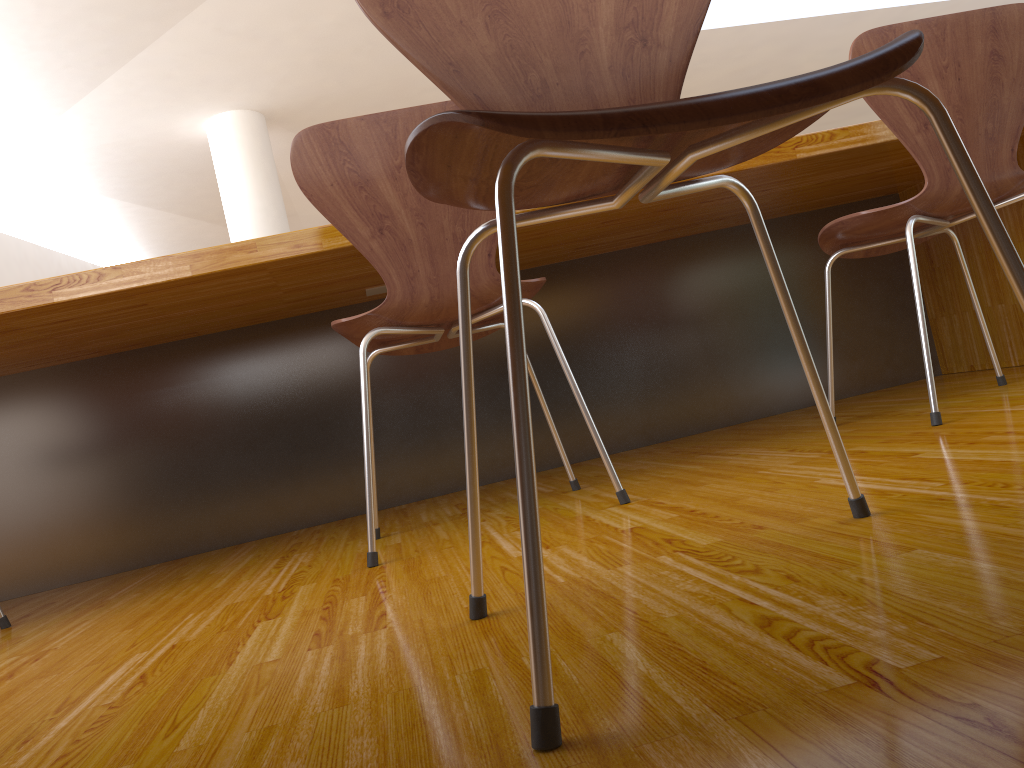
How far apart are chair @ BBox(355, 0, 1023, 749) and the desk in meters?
0.9 m

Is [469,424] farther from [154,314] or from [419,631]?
[154,314]

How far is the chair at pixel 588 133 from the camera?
0.54m

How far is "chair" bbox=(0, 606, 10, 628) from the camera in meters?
1.6

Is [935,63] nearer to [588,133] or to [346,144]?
[346,144]

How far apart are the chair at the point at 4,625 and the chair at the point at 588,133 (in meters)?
1.22

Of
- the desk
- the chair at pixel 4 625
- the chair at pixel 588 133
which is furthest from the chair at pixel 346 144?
the chair at pixel 4 625

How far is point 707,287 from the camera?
2.5m

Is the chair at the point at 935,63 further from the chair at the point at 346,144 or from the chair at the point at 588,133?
the chair at the point at 588,133

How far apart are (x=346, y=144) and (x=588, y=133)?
0.9m
